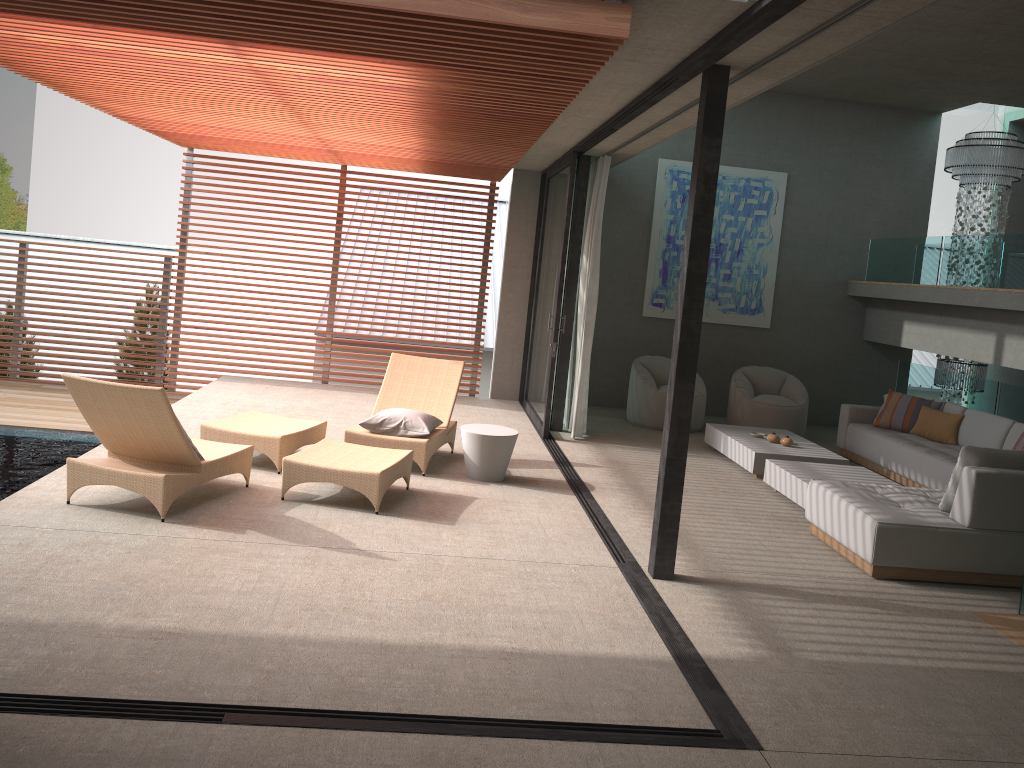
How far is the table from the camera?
7.0m

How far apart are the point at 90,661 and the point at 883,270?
10.3 meters

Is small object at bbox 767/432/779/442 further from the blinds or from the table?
the table

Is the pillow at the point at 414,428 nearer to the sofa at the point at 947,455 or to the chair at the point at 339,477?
the chair at the point at 339,477

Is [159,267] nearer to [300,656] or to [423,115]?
[423,115]

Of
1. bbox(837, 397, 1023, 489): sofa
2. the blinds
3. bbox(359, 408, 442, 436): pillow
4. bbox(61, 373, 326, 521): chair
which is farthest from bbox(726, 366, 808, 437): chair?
bbox(61, 373, 326, 521): chair

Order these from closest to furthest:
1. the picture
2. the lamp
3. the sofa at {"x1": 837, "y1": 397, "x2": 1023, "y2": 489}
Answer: the sofa at {"x1": 837, "y1": 397, "x2": 1023, "y2": 489}
the lamp
the picture

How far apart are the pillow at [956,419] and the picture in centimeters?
288cm

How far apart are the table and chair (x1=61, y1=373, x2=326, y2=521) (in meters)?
1.19

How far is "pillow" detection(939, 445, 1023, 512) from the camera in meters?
5.7 m
